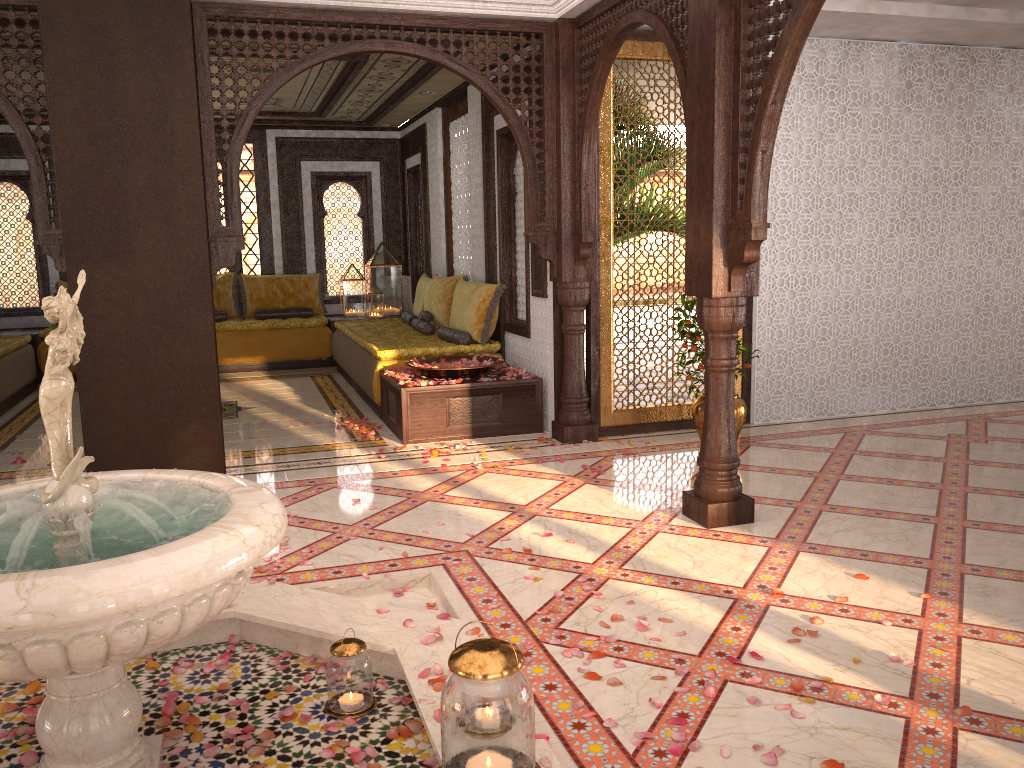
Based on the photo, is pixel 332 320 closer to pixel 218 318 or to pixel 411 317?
pixel 218 318

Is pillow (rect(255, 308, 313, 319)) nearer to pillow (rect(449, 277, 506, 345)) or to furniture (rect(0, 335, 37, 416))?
furniture (rect(0, 335, 37, 416))

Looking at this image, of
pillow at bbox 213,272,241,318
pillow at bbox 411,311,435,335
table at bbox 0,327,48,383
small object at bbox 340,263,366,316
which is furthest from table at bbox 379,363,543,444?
table at bbox 0,327,48,383

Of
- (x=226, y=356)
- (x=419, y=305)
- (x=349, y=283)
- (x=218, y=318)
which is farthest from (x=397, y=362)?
(x=218, y=318)

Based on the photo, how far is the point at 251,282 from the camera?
10.6m

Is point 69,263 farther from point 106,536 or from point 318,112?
point 318,112

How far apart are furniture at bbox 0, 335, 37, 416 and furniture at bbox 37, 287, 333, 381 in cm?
38

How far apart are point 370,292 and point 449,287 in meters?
2.6 m

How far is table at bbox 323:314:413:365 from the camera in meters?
10.3

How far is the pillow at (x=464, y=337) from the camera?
7.36m
